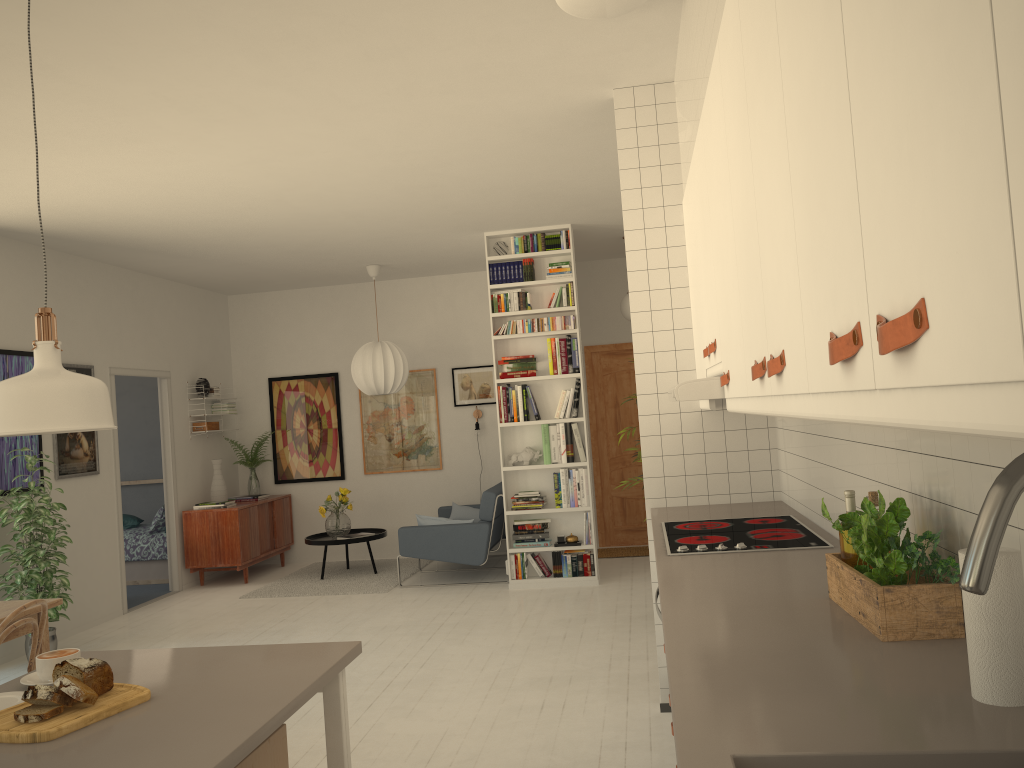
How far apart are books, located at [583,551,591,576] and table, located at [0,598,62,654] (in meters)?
4.15

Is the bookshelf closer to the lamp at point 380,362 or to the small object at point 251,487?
the lamp at point 380,362

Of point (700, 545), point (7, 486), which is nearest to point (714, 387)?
point (700, 545)

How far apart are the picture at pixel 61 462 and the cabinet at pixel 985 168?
5.0 meters

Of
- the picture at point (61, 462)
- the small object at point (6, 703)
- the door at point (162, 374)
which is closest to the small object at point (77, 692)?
the small object at point (6, 703)

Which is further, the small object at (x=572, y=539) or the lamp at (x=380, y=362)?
the lamp at (x=380, y=362)

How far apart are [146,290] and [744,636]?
7.4m

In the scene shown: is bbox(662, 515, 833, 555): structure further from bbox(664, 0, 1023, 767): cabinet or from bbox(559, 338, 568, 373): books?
bbox(559, 338, 568, 373): books

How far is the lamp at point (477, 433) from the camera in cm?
903

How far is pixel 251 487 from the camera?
9.2m
